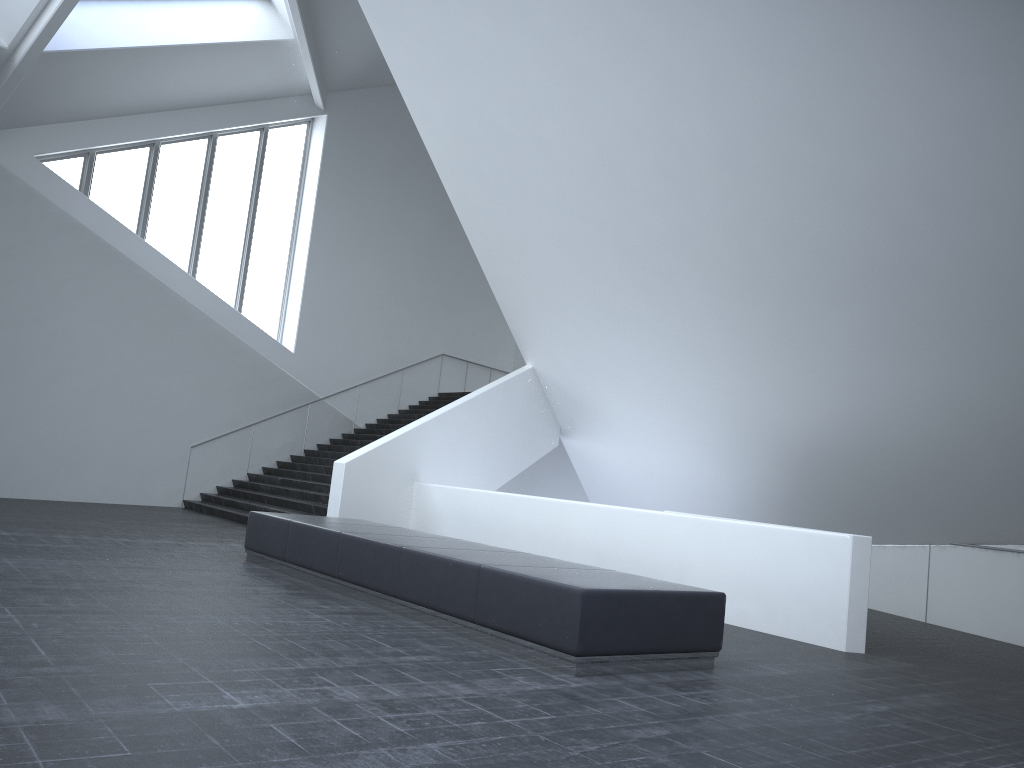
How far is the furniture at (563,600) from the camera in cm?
593

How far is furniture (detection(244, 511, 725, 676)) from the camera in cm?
593

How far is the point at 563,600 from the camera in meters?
5.9
